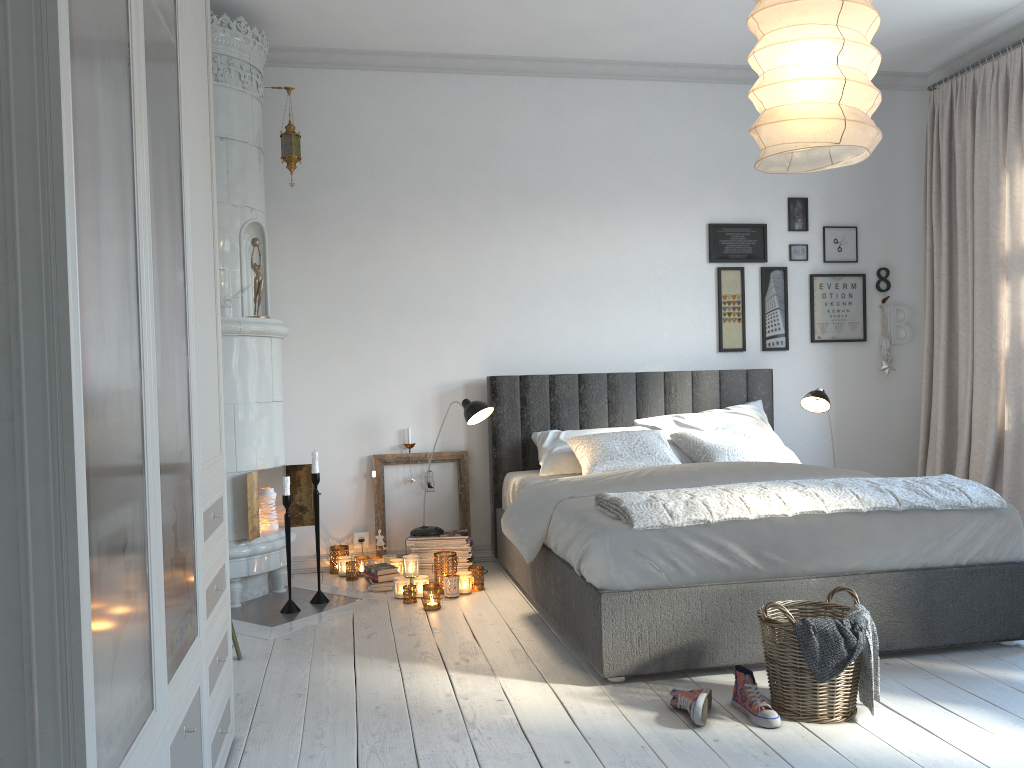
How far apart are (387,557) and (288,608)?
0.8m

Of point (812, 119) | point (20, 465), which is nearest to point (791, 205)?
point (812, 119)

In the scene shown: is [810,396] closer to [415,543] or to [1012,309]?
[1012,309]

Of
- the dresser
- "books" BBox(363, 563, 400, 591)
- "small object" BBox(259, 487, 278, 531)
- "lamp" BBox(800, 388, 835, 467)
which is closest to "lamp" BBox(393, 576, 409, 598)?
"books" BBox(363, 563, 400, 591)

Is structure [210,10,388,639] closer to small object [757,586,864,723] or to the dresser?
the dresser

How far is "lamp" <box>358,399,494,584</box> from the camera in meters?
4.4

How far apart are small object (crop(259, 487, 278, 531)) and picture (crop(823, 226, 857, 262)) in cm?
352

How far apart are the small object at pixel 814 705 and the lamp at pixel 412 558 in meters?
1.9

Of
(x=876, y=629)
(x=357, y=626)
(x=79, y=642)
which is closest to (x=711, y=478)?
(x=876, y=629)

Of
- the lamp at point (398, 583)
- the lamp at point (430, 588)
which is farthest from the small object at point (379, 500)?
the lamp at point (430, 588)
